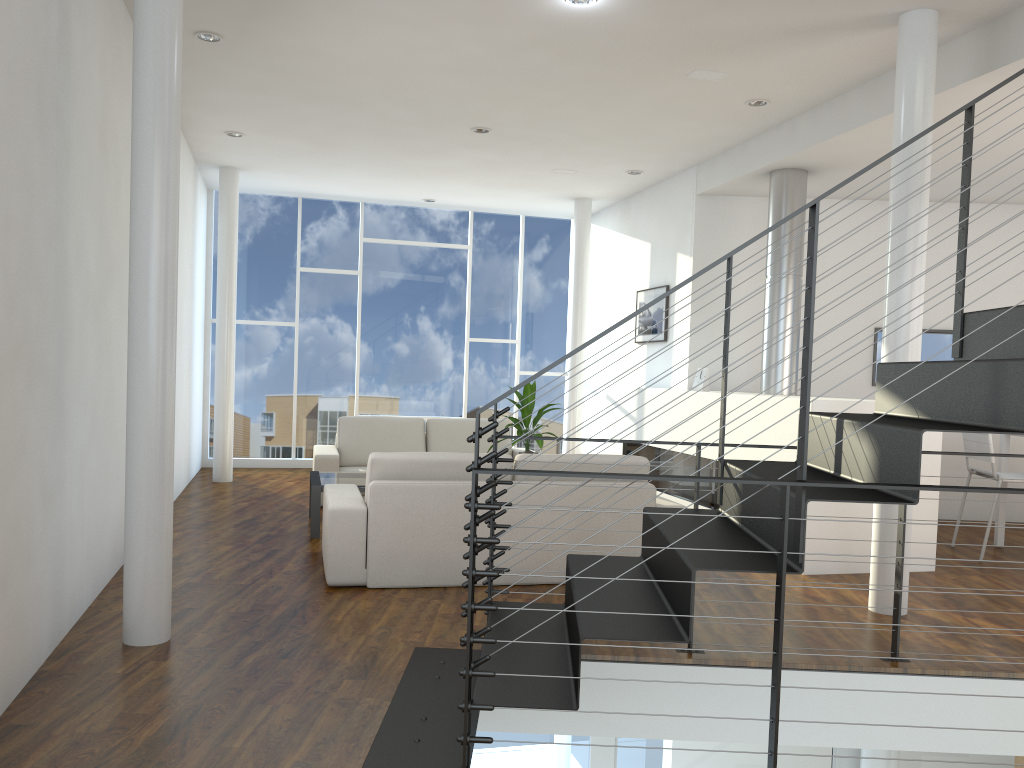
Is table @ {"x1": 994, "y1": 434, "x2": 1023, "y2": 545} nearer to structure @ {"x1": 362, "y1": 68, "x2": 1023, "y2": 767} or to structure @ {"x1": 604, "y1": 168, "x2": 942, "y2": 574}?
structure @ {"x1": 604, "y1": 168, "x2": 942, "y2": 574}

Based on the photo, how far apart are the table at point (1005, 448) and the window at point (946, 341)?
1.18m

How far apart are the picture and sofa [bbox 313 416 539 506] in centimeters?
130cm

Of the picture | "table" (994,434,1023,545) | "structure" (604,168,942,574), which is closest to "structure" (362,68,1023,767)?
"structure" (604,168,942,574)

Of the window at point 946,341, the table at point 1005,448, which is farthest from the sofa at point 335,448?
the table at point 1005,448

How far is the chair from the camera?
4.8 meters

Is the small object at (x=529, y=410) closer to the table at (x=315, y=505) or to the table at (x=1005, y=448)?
the table at (x=315, y=505)

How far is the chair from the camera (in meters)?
4.75

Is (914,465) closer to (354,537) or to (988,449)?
(354,537)

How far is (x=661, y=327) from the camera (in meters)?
6.63
